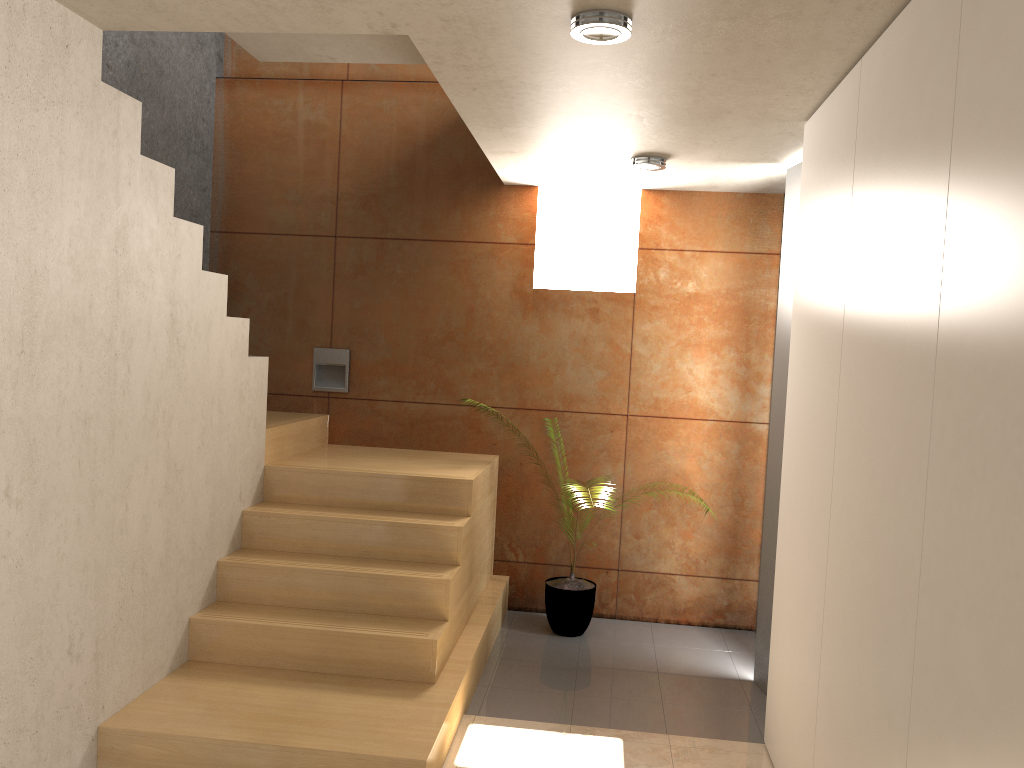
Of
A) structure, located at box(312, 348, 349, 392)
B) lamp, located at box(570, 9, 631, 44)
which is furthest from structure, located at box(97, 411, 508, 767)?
lamp, located at box(570, 9, 631, 44)

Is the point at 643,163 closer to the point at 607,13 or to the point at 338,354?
the point at 607,13

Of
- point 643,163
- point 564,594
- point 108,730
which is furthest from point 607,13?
point 564,594

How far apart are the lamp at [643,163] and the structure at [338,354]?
2.1 meters

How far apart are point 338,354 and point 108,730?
2.7m

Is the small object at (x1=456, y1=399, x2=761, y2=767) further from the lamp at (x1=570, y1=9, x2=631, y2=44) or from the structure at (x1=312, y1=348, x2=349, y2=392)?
the lamp at (x1=570, y1=9, x2=631, y2=44)

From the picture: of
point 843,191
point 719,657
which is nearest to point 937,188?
point 843,191

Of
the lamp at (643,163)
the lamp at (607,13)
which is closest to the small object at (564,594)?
the lamp at (643,163)

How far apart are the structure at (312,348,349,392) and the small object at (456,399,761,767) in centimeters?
168cm

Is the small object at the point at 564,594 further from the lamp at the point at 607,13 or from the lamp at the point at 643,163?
the lamp at the point at 607,13
